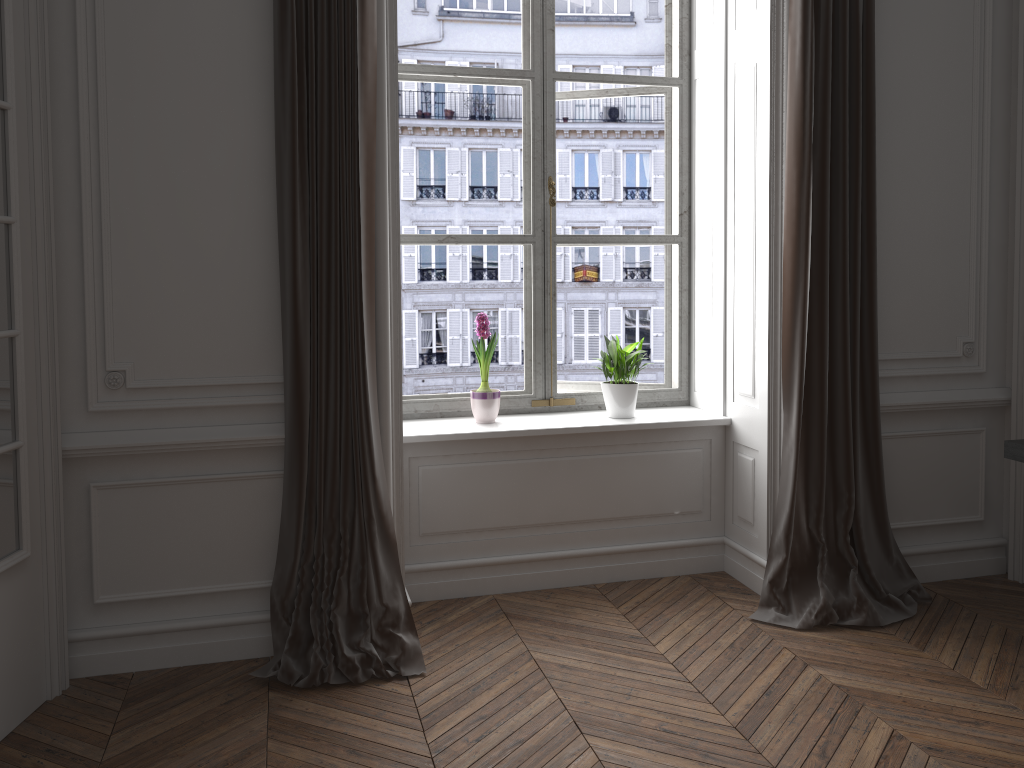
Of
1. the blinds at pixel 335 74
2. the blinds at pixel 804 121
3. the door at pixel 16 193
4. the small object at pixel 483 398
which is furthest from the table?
the door at pixel 16 193

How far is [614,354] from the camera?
3.9m

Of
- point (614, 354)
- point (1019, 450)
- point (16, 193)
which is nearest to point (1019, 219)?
point (1019, 450)

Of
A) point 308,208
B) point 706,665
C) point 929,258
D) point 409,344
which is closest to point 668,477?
point 706,665

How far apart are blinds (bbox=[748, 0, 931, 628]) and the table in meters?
0.6

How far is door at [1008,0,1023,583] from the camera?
3.7m

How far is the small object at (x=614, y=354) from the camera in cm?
386

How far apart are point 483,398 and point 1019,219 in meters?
2.4 m

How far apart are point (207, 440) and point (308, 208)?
0.9 meters

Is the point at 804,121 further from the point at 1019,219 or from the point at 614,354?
the point at 614,354
